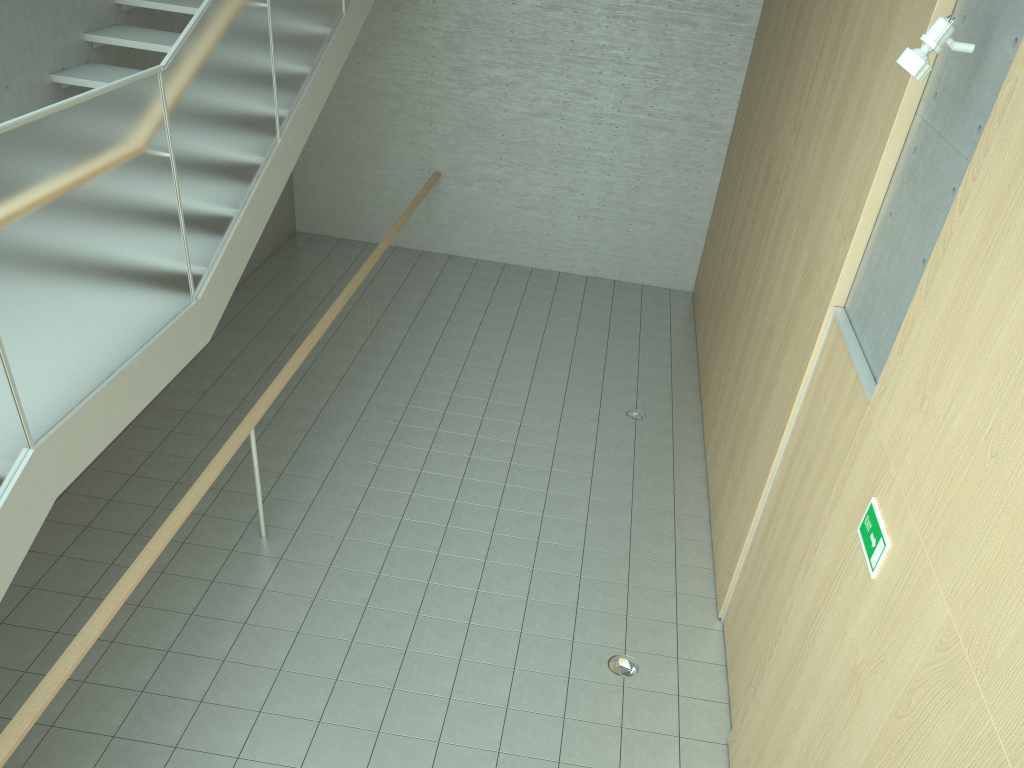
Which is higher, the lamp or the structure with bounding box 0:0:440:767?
the lamp

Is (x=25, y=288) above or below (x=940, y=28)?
below

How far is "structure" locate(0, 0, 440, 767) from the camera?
3.2m

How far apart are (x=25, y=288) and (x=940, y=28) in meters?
3.6

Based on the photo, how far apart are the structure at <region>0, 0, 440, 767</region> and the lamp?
3.3 meters

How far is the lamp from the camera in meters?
3.2

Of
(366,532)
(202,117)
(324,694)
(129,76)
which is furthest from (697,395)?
(129,76)

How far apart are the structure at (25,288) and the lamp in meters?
3.3 m

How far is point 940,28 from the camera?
3.23m

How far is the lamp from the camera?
3.23m
